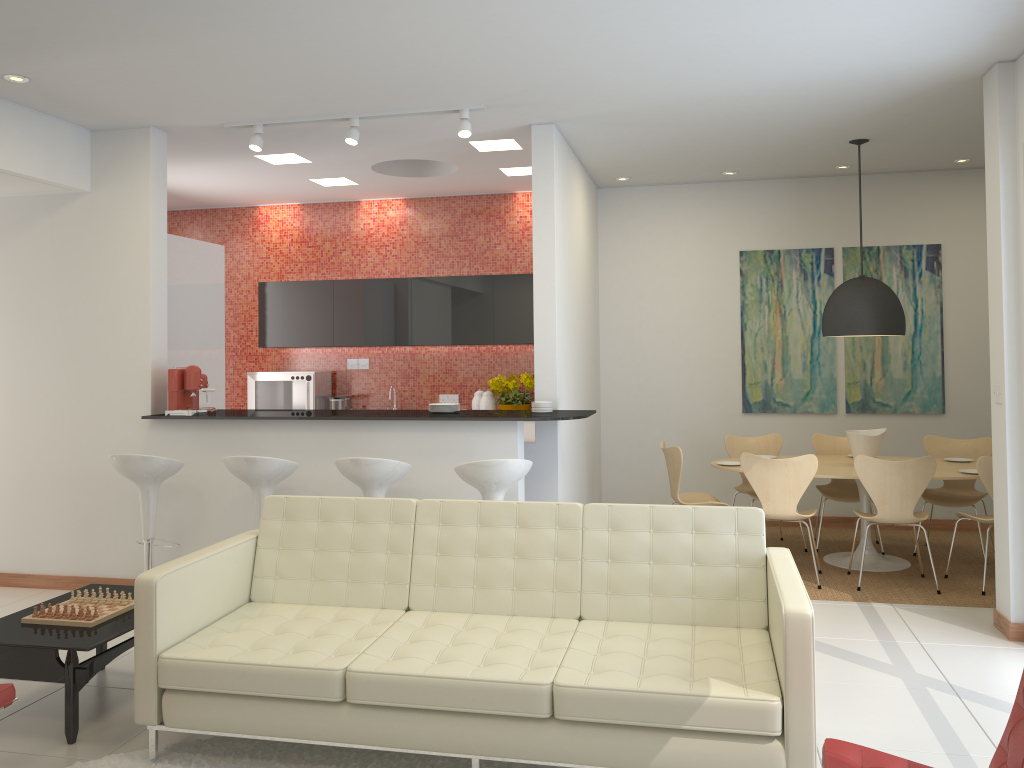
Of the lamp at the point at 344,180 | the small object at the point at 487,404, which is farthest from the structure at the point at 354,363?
the lamp at the point at 344,180

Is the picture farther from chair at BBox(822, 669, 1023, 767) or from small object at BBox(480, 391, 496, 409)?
chair at BBox(822, 669, 1023, 767)

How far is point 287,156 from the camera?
7.0 meters

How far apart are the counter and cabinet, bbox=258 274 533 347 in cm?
250

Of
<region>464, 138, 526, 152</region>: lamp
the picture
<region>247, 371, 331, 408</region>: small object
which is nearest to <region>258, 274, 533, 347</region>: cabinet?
<region>247, 371, 331, 408</region>: small object

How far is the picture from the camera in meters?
7.8

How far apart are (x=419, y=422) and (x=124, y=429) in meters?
2.1 m

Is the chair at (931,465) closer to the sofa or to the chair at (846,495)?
the chair at (846,495)

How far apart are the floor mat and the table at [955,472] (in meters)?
3.66

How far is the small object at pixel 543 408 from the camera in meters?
5.9 m
